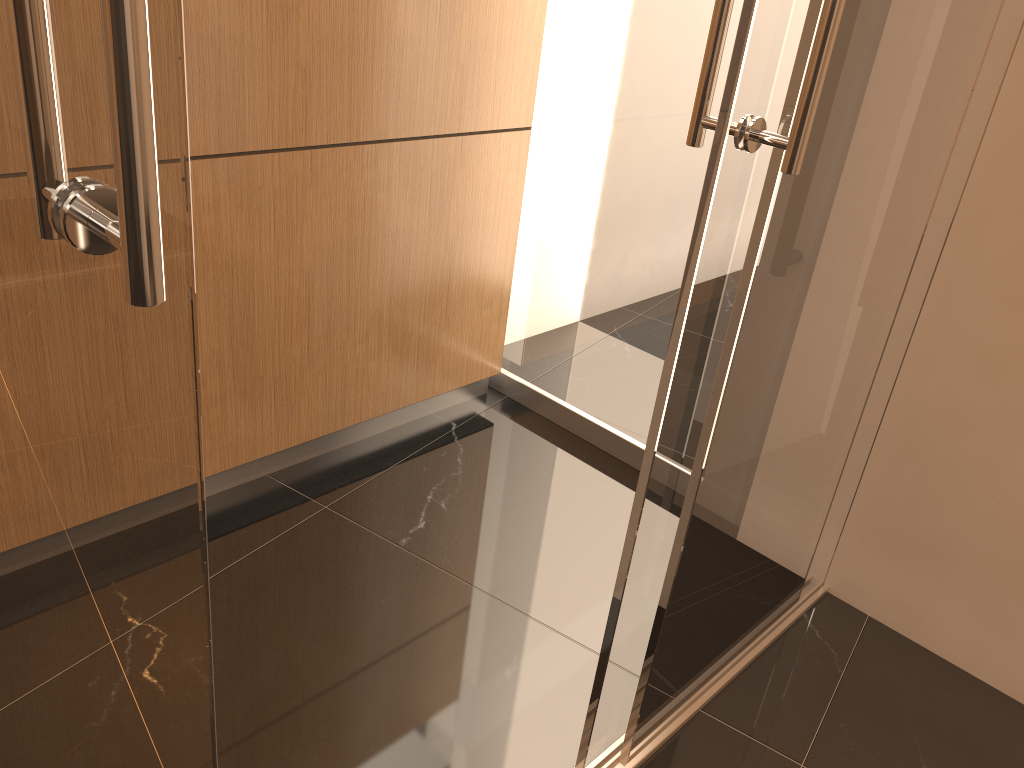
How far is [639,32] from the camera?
2.4m

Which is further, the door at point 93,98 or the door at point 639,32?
the door at point 639,32

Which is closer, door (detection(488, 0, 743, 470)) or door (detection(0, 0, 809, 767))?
door (detection(0, 0, 809, 767))

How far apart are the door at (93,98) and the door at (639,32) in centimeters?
112cm

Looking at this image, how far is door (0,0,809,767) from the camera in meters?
0.6 m

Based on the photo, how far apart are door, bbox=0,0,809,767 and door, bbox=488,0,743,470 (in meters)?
1.12

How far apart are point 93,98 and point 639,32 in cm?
207

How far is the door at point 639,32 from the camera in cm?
239
